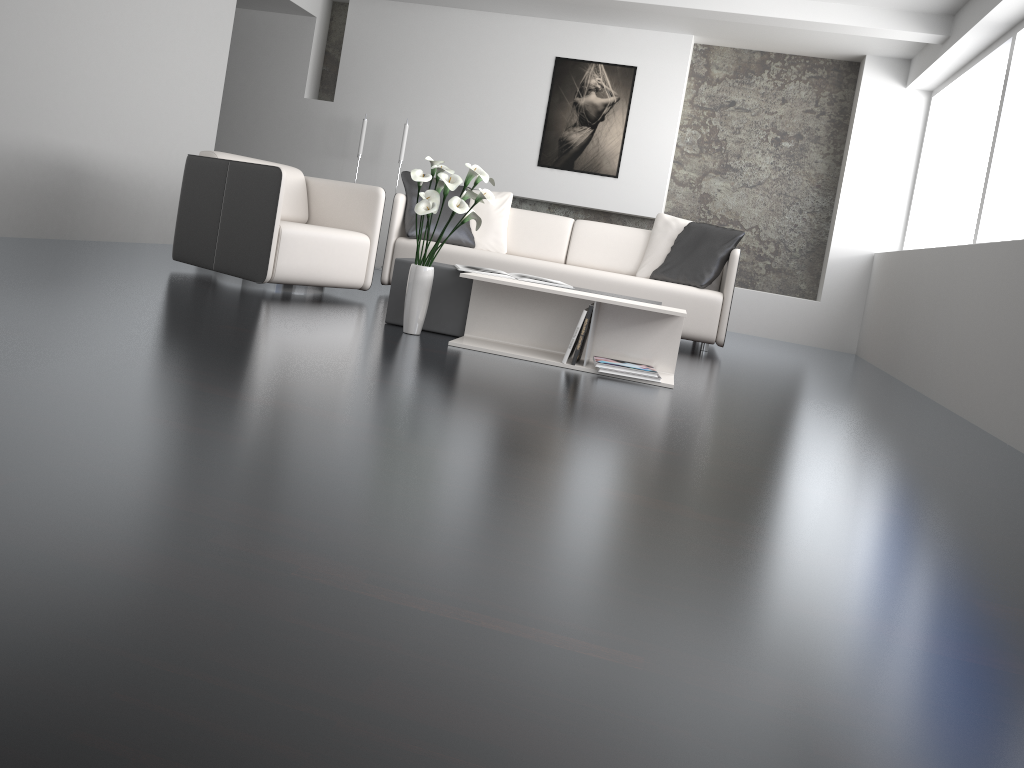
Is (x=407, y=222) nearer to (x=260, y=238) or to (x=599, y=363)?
(x=260, y=238)

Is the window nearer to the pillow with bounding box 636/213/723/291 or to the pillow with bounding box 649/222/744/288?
the pillow with bounding box 649/222/744/288

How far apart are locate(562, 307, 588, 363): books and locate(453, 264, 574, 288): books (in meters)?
0.45

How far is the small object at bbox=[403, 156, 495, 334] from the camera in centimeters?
365cm

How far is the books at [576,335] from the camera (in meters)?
3.70

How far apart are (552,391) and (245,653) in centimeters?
213cm

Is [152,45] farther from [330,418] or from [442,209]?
[330,418]

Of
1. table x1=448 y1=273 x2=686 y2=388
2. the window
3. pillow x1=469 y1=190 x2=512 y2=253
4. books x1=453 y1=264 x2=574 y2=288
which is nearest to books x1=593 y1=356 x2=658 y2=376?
table x1=448 y1=273 x2=686 y2=388

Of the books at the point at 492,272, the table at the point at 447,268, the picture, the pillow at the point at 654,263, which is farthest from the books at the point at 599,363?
the picture

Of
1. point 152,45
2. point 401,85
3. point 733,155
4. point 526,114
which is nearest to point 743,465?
point 152,45
